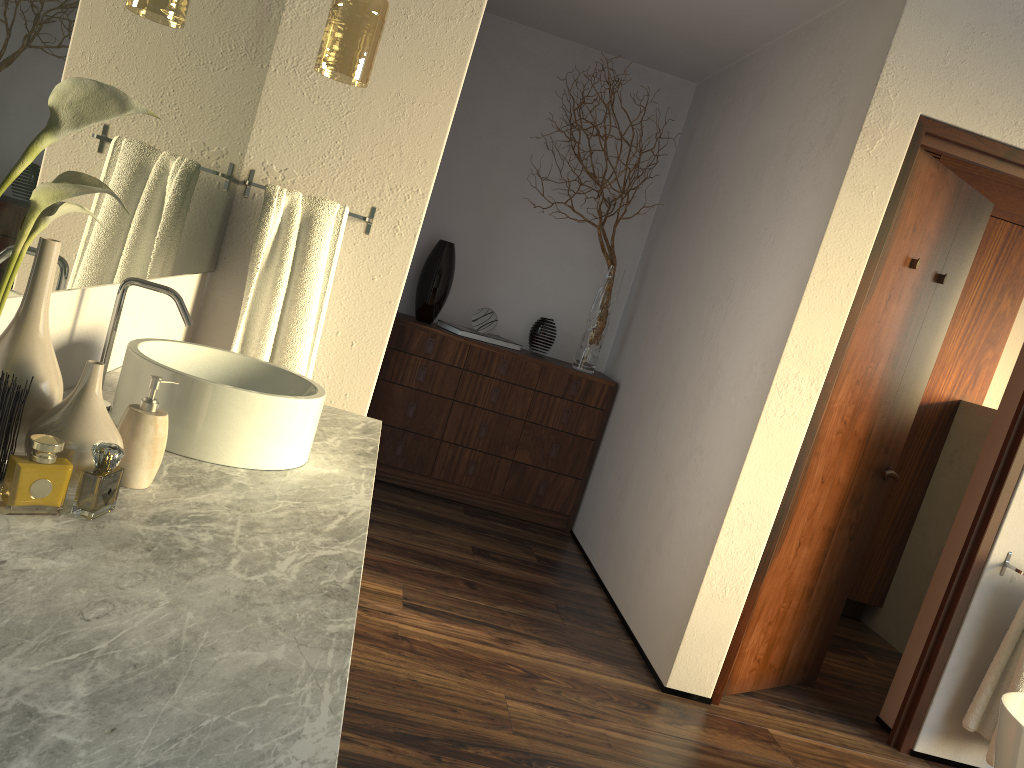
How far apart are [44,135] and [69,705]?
0.6m

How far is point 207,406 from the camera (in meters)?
1.41

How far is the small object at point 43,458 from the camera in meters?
1.0 m

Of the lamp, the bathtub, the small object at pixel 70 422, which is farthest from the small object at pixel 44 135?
the bathtub

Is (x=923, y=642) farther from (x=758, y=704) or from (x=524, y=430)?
(x=524, y=430)

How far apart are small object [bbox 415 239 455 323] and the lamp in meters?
2.1 m

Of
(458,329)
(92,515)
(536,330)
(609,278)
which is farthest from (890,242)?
(92,515)

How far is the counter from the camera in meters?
0.7

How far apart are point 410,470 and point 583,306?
1.3m

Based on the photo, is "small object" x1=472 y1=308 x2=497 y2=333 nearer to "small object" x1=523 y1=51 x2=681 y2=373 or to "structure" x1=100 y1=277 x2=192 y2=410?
"small object" x1=523 y1=51 x2=681 y2=373
